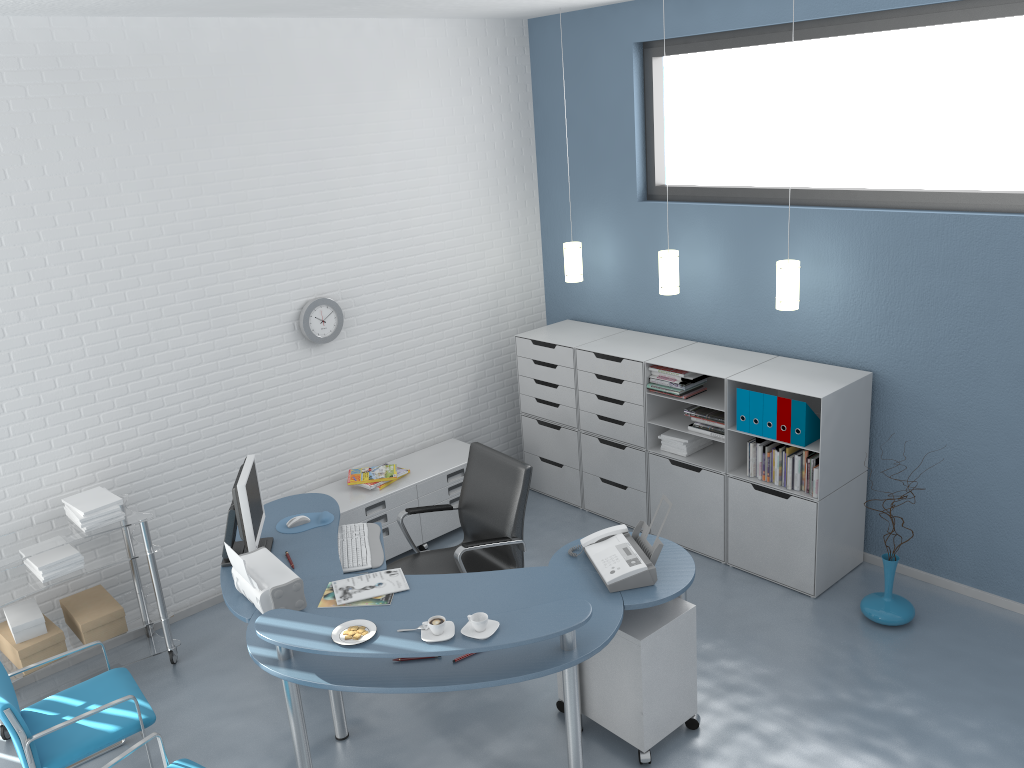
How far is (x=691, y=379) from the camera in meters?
5.1

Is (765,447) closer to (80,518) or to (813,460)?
(813,460)

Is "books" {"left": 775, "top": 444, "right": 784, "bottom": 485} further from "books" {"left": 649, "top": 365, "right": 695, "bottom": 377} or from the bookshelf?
"books" {"left": 649, "top": 365, "right": 695, "bottom": 377}

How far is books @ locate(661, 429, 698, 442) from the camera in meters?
5.3 m

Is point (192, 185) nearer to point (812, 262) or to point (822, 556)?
point (812, 262)

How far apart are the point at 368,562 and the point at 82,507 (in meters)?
1.45

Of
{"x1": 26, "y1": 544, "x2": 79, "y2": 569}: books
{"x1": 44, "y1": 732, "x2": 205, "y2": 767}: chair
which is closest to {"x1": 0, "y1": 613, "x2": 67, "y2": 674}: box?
{"x1": 26, "y1": 544, "x2": 79, "y2": 569}: books

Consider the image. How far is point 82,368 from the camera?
4.48m

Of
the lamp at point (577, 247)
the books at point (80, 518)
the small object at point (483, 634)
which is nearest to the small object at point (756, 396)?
the lamp at point (577, 247)

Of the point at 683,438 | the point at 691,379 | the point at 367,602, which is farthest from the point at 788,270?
the point at 367,602
